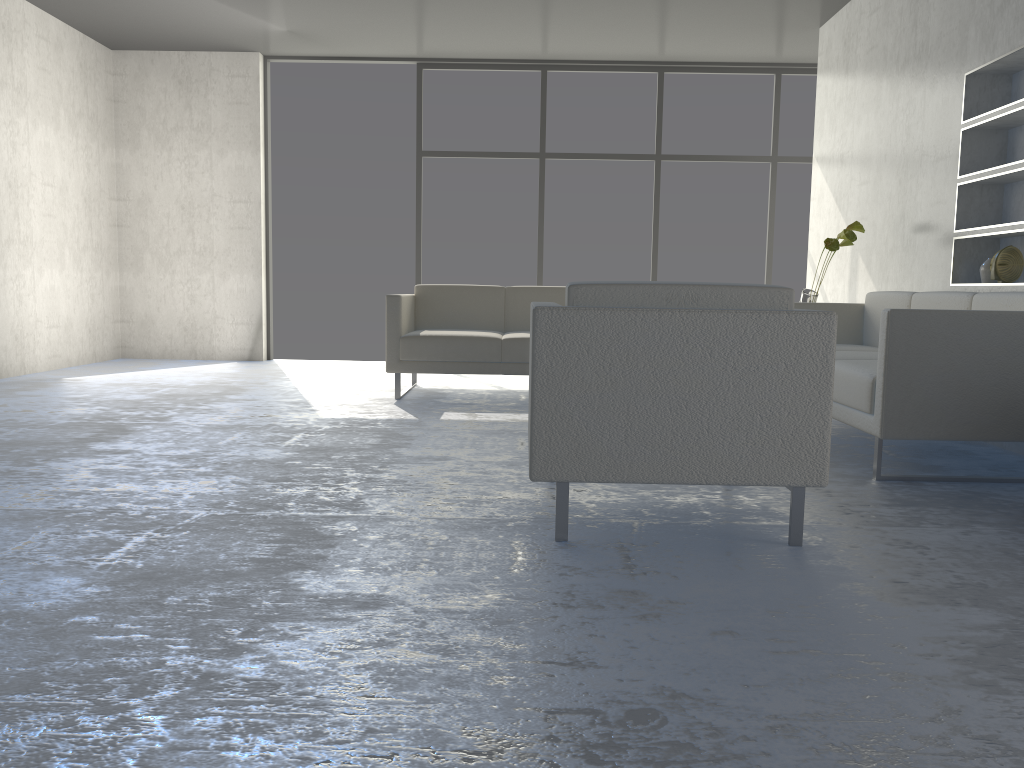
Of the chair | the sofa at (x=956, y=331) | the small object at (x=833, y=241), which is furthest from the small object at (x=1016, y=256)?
the chair

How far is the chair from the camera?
2.2m

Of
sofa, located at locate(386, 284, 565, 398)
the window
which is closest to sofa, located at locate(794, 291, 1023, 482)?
sofa, located at locate(386, 284, 565, 398)

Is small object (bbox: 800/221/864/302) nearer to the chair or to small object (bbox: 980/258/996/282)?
small object (bbox: 980/258/996/282)

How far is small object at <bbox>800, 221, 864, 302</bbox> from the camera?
4.8m

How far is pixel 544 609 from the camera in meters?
1.8

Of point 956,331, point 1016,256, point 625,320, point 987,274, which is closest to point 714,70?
point 987,274

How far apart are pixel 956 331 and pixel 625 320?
1.43m

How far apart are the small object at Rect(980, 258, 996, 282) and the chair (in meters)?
2.40

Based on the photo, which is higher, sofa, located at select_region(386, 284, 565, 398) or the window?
the window
